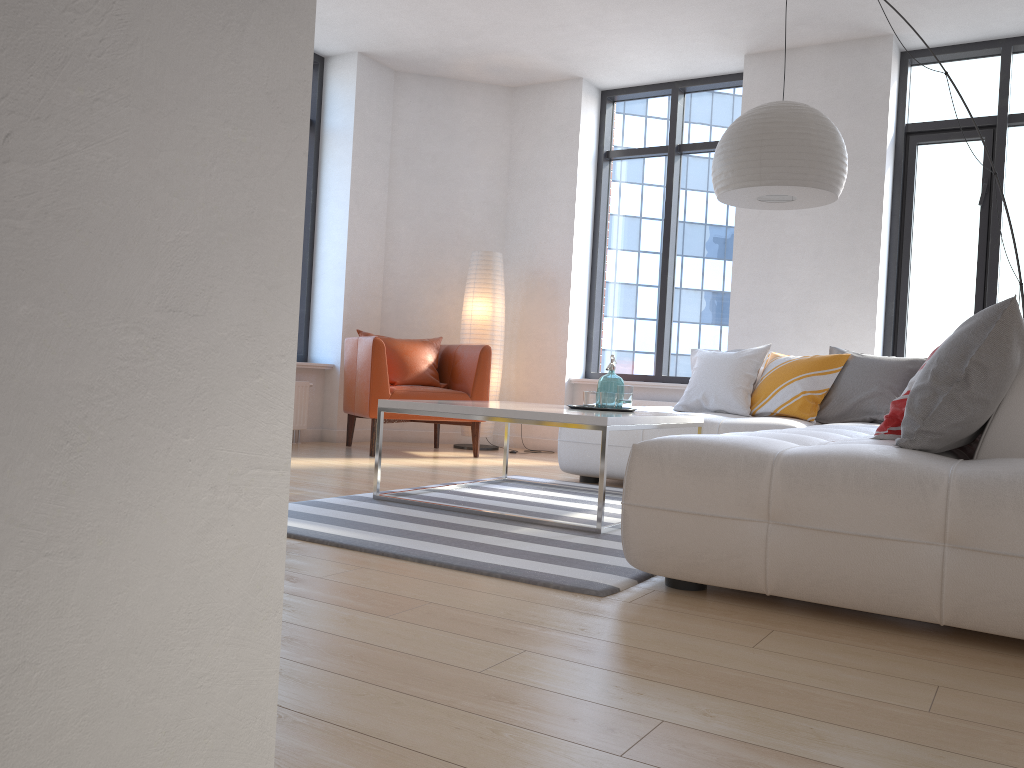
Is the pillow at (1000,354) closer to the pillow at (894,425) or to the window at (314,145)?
the pillow at (894,425)

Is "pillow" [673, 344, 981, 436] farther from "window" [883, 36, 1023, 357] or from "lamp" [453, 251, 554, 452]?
"lamp" [453, 251, 554, 452]

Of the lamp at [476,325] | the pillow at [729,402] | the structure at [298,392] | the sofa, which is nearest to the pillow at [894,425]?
the sofa

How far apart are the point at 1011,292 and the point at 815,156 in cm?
296

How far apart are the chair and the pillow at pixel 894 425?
3.6 meters

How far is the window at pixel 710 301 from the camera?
6.97m

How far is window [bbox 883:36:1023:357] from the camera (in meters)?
5.91

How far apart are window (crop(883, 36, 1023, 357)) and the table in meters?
2.7

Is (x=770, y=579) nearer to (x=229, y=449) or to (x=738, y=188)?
(x=229, y=449)

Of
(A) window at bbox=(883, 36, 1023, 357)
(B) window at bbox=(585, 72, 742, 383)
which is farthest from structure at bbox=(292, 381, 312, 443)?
(A) window at bbox=(883, 36, 1023, 357)
